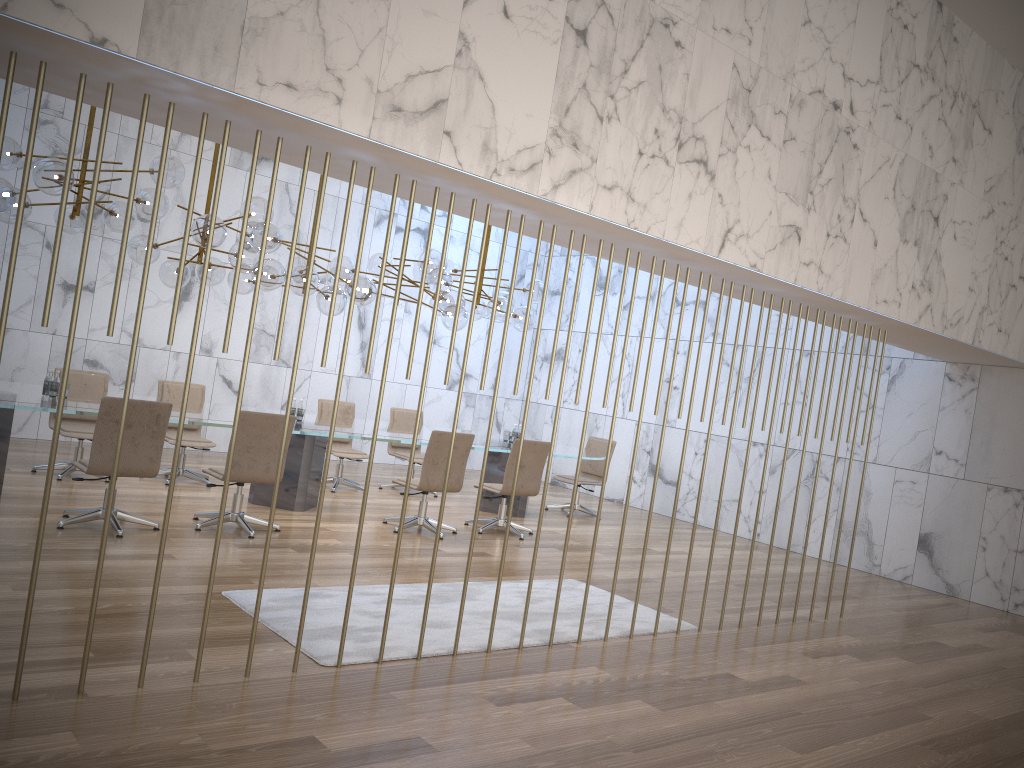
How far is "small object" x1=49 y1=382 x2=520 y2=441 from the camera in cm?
721

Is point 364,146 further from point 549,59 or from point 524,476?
point 524,476

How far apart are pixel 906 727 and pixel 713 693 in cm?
106

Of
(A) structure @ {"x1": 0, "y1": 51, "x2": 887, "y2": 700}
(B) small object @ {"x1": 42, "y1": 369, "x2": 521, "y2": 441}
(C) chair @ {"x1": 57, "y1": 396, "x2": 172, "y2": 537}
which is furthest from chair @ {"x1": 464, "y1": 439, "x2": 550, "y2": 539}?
(A) structure @ {"x1": 0, "y1": 51, "x2": 887, "y2": 700}

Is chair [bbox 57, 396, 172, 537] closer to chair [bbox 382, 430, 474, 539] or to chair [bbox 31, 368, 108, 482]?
chair [bbox 31, 368, 108, 482]

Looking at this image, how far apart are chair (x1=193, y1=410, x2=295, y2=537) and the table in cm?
33

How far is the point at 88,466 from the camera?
6.30m

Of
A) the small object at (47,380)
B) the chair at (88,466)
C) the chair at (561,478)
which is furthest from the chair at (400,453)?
the small object at (47,380)

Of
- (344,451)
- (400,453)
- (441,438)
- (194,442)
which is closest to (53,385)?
(194,442)

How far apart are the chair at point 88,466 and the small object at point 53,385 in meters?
1.0 m
